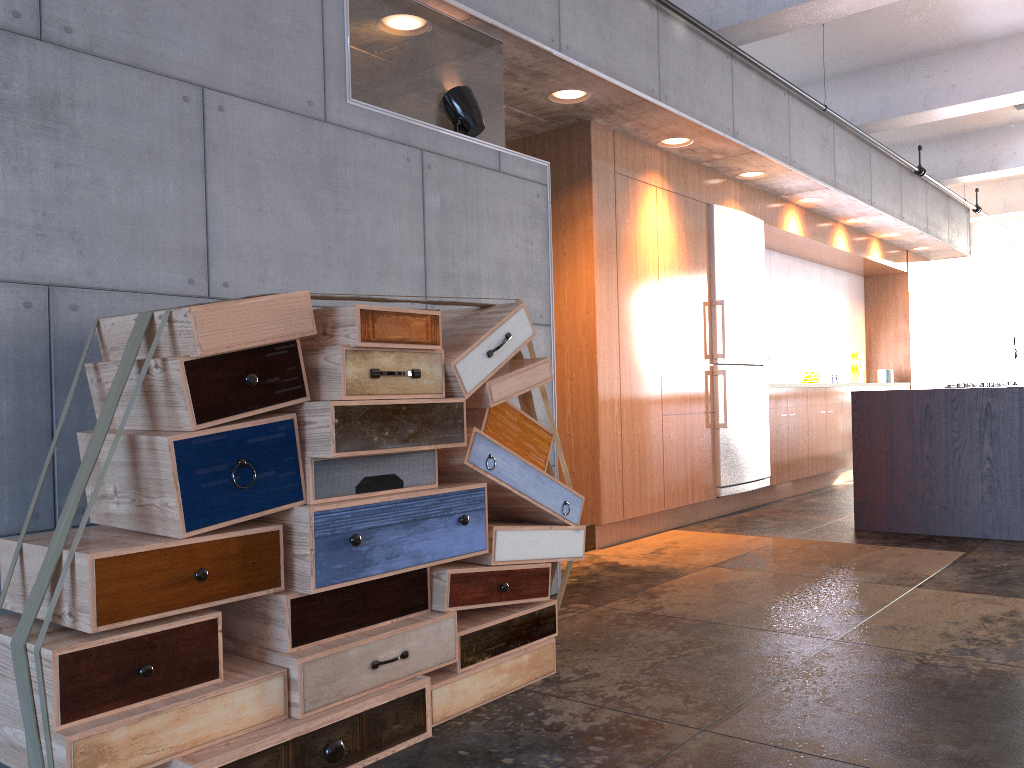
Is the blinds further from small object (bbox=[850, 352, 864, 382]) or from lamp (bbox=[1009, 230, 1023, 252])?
small object (bbox=[850, 352, 864, 382])

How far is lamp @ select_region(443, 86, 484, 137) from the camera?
4.0m

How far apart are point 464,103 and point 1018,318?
16.9 meters

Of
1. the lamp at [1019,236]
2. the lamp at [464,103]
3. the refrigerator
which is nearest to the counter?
the refrigerator

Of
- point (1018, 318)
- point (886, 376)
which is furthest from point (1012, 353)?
point (886, 376)

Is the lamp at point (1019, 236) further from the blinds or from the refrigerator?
the blinds

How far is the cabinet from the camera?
5.6m

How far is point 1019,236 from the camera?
10.3m

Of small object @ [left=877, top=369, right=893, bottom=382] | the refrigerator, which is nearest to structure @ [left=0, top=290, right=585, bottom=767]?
the refrigerator

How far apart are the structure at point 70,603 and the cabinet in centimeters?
222cm
